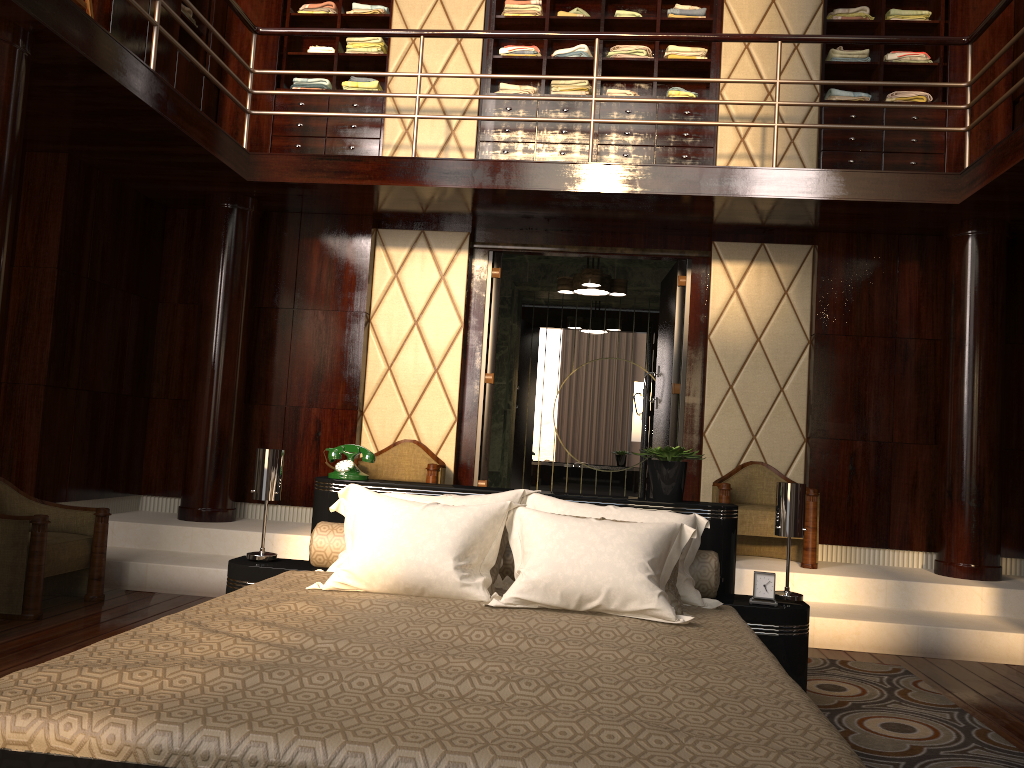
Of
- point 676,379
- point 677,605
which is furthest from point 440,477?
point 677,605

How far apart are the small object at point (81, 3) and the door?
2.6m

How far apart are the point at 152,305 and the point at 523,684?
4.7 meters

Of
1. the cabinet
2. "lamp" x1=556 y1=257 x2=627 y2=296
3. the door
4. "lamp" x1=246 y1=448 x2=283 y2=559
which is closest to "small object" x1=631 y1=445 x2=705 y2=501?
"lamp" x1=246 y1=448 x2=283 y2=559

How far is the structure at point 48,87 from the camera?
3.7 meters

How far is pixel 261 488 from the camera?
3.1m

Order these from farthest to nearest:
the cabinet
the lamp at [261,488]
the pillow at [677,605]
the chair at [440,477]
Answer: the cabinet → the chair at [440,477] → the lamp at [261,488] → the pillow at [677,605]

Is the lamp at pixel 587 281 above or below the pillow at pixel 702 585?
above

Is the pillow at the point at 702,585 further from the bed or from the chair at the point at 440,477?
the chair at the point at 440,477

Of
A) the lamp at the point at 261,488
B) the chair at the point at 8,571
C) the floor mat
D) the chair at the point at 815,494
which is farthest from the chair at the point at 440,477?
the floor mat
